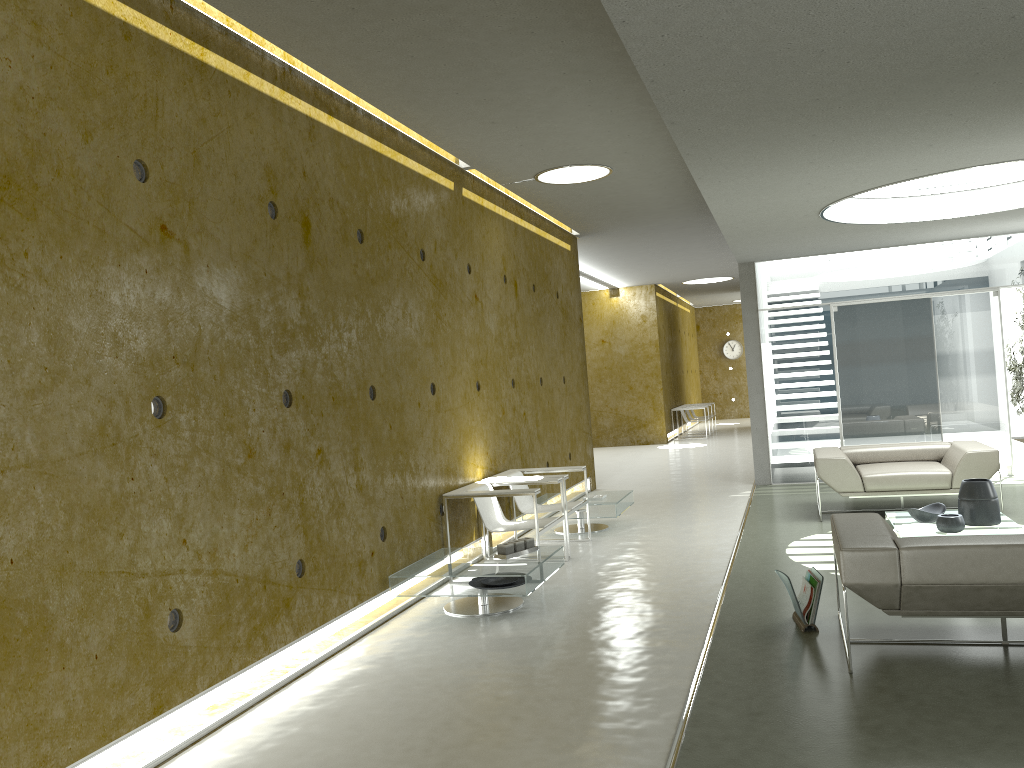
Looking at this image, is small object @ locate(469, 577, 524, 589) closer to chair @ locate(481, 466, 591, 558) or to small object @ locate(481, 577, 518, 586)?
small object @ locate(481, 577, 518, 586)

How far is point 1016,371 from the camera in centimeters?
1165cm

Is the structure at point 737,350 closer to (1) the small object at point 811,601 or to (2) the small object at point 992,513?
(2) the small object at point 992,513

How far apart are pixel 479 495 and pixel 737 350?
20.2m

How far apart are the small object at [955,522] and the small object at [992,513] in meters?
0.3 m

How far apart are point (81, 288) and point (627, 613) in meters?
3.5

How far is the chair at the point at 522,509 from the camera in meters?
7.5 m

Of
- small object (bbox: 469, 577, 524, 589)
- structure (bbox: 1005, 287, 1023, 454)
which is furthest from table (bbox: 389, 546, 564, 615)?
structure (bbox: 1005, 287, 1023, 454)

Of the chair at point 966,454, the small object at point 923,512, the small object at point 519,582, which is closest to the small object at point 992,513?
the small object at point 923,512

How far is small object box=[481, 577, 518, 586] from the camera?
5.6 meters
